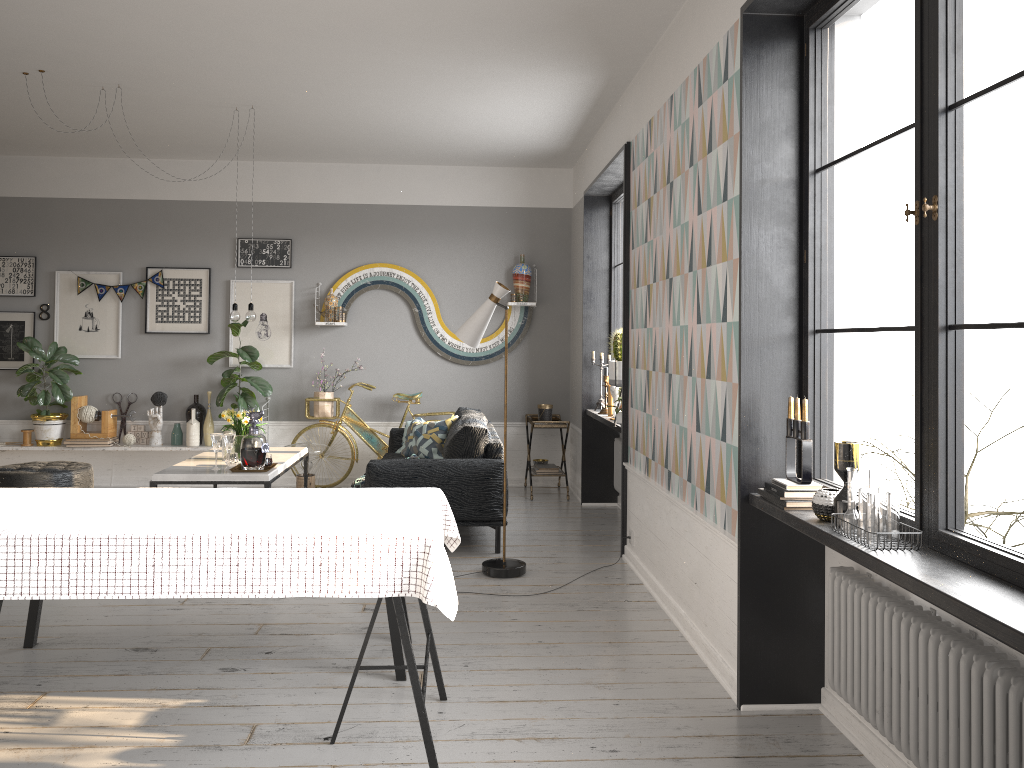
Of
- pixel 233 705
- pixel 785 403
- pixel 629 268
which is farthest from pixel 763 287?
pixel 233 705

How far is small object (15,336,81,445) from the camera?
7.6m

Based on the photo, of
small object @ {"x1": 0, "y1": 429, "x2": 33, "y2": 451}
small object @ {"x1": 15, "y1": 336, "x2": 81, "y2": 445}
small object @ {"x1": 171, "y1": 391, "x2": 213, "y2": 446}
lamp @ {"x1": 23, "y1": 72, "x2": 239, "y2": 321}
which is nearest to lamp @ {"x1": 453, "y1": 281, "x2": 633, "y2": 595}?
lamp @ {"x1": 23, "y1": 72, "x2": 239, "y2": 321}

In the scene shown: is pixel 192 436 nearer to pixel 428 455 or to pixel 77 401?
pixel 77 401

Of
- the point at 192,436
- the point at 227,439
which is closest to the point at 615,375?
the point at 227,439

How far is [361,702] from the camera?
3.4m

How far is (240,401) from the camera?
7.8 meters

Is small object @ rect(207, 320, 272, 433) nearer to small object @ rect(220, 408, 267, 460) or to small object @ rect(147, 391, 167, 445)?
small object @ rect(147, 391, 167, 445)

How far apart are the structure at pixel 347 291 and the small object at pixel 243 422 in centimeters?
183cm

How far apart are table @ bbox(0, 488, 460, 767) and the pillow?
3.6m
